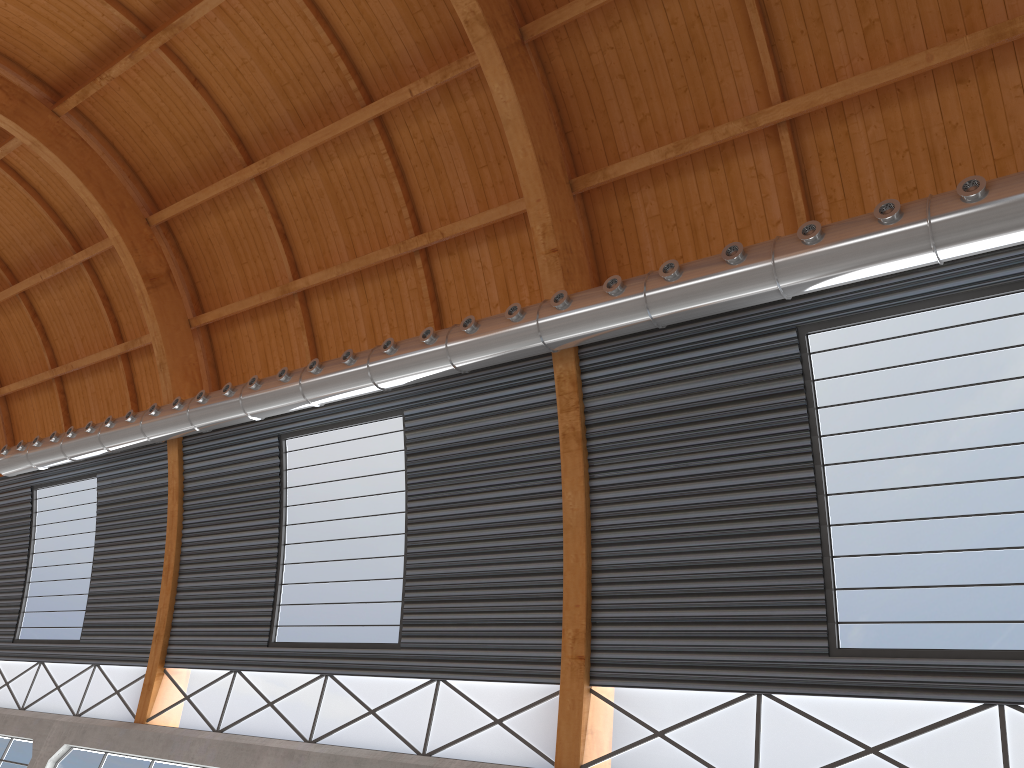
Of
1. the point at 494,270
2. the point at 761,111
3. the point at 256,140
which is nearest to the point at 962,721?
the point at 761,111
